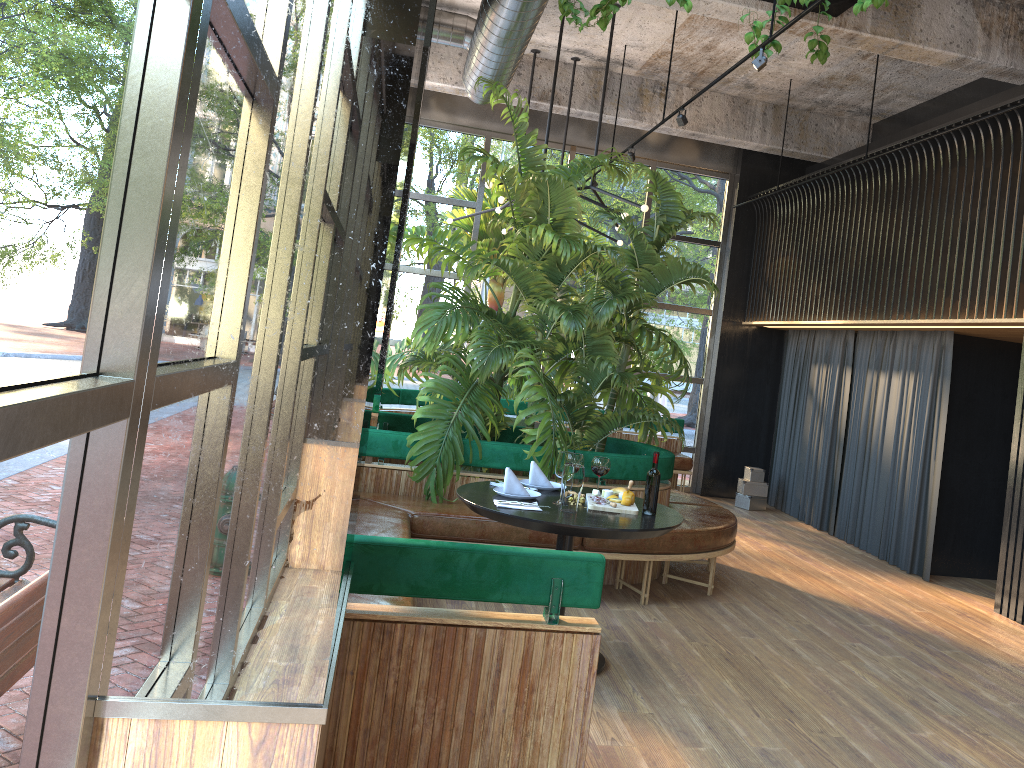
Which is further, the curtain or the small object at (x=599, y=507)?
the curtain

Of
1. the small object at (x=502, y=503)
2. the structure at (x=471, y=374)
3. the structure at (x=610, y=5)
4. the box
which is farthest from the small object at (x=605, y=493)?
the box

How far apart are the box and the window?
0.8m

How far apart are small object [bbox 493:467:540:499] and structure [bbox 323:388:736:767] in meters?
0.5 m

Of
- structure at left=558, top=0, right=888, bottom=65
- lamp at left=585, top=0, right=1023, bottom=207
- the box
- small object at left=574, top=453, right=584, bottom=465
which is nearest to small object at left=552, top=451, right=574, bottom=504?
small object at left=574, top=453, right=584, bottom=465

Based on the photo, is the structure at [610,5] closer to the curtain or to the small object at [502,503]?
the curtain

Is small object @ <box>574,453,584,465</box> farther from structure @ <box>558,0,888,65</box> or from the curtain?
structure @ <box>558,0,888,65</box>

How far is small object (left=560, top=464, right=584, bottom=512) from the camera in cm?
406

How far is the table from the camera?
3.82m

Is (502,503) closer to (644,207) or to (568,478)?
(568,478)
